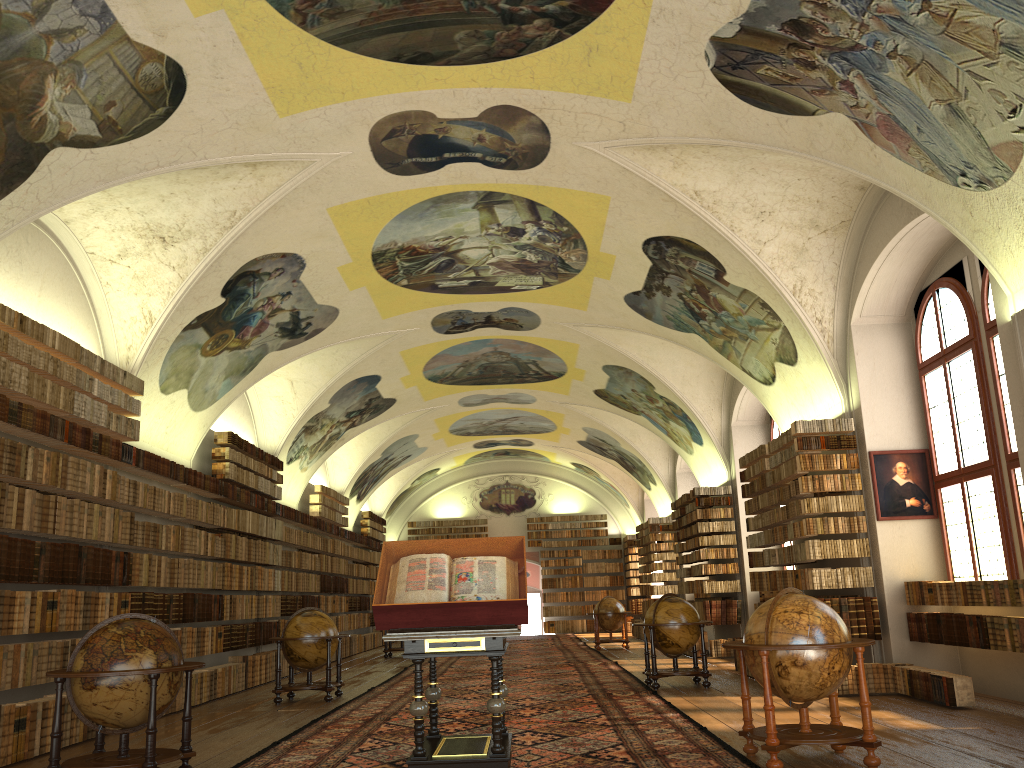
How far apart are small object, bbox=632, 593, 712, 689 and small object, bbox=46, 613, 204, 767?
7.7 meters

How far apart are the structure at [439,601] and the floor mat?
0.2 meters

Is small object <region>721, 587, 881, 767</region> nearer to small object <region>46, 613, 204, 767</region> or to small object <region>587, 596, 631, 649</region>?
small object <region>46, 613, 204, 767</region>

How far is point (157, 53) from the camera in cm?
896

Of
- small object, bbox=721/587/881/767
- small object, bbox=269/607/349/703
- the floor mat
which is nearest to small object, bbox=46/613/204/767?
the floor mat

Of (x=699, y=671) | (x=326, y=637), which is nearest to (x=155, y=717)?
(x=326, y=637)

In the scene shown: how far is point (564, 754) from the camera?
8.1 meters

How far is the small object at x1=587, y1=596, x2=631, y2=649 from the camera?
24.4m

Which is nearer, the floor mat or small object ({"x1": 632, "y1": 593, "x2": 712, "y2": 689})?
the floor mat

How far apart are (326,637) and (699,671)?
5.79m
